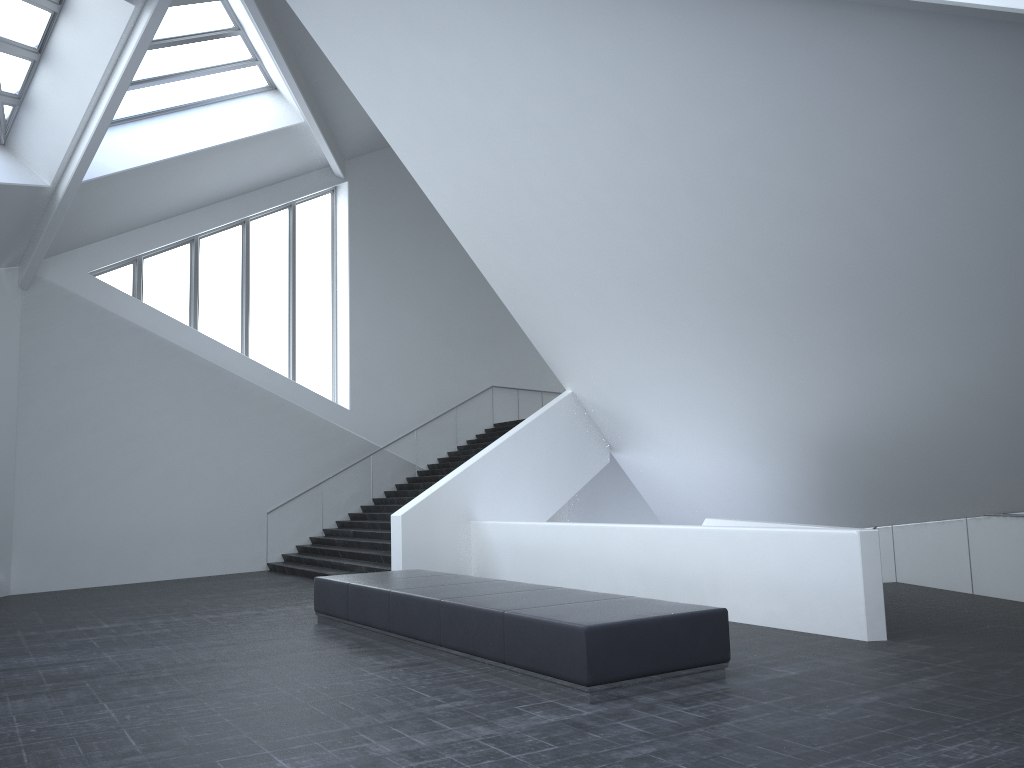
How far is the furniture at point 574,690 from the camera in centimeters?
670cm

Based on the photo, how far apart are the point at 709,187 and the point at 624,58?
1.80m

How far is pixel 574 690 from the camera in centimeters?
670cm

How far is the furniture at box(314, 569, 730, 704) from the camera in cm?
670
